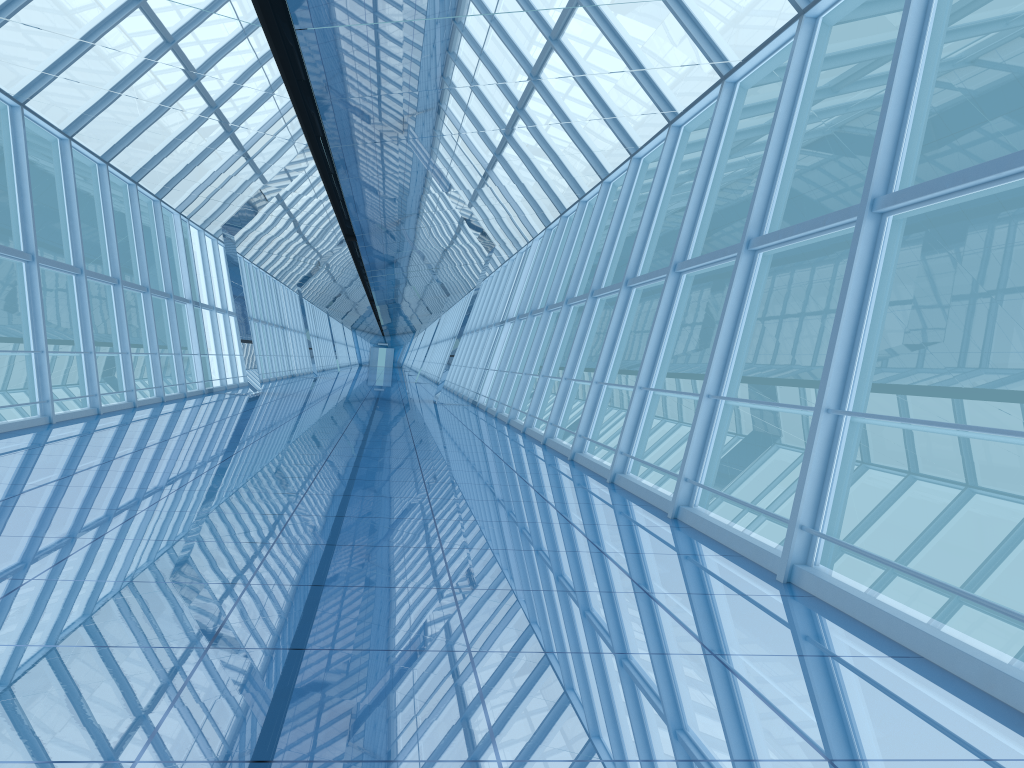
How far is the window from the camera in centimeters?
553cm

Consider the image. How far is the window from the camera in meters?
5.5 m

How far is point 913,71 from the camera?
5.5m
